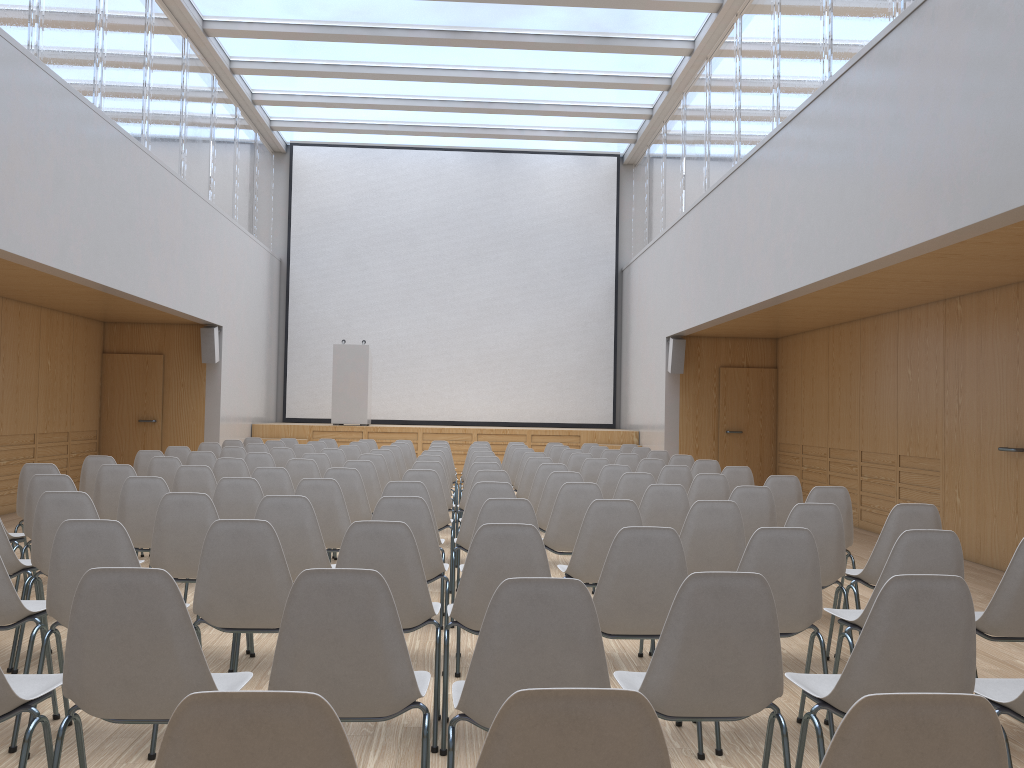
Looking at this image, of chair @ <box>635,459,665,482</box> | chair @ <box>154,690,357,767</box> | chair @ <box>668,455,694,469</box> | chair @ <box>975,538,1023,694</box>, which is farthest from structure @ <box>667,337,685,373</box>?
chair @ <box>154,690,357,767</box>

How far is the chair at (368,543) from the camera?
3.3 meters

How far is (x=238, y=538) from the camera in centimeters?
329cm

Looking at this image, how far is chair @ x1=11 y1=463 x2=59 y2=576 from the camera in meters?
6.1 m

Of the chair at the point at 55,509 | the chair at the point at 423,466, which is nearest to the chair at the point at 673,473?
the chair at the point at 423,466

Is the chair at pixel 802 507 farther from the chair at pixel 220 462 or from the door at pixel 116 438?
the door at pixel 116 438

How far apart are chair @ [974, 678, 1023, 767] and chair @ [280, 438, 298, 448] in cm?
1027

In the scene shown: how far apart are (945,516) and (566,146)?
10.5m

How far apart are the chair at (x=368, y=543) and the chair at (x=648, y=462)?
4.9m

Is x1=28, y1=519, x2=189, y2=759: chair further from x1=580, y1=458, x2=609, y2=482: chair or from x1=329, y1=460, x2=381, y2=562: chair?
x1=580, y1=458, x2=609, y2=482: chair
